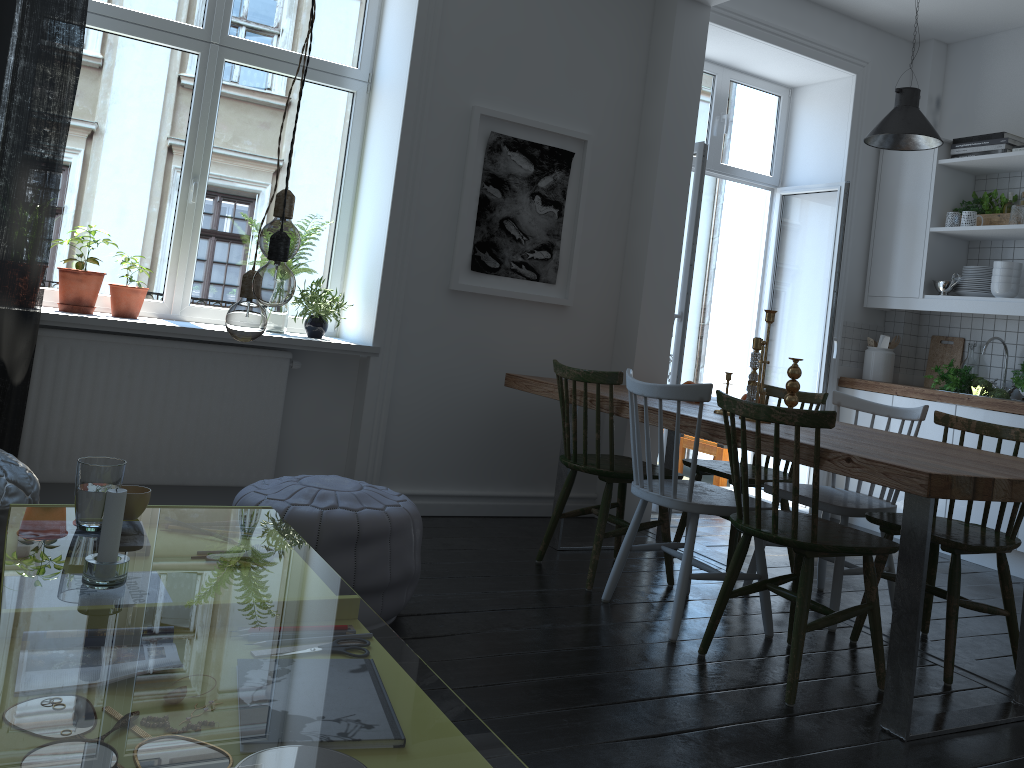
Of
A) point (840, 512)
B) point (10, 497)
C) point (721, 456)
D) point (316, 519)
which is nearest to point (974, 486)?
point (840, 512)

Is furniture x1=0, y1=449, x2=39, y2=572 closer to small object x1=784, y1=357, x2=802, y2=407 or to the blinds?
the blinds

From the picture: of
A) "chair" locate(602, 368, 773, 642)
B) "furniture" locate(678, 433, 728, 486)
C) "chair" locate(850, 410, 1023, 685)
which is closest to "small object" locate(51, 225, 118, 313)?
"chair" locate(602, 368, 773, 642)

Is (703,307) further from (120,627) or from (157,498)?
(157,498)

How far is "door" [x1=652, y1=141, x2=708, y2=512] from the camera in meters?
4.7 m

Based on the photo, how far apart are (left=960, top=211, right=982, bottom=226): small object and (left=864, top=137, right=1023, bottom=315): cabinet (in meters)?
0.05

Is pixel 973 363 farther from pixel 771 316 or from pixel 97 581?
pixel 97 581

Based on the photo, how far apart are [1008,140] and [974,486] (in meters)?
3.39

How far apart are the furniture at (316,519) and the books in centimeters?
404cm

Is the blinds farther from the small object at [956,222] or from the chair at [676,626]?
the small object at [956,222]
